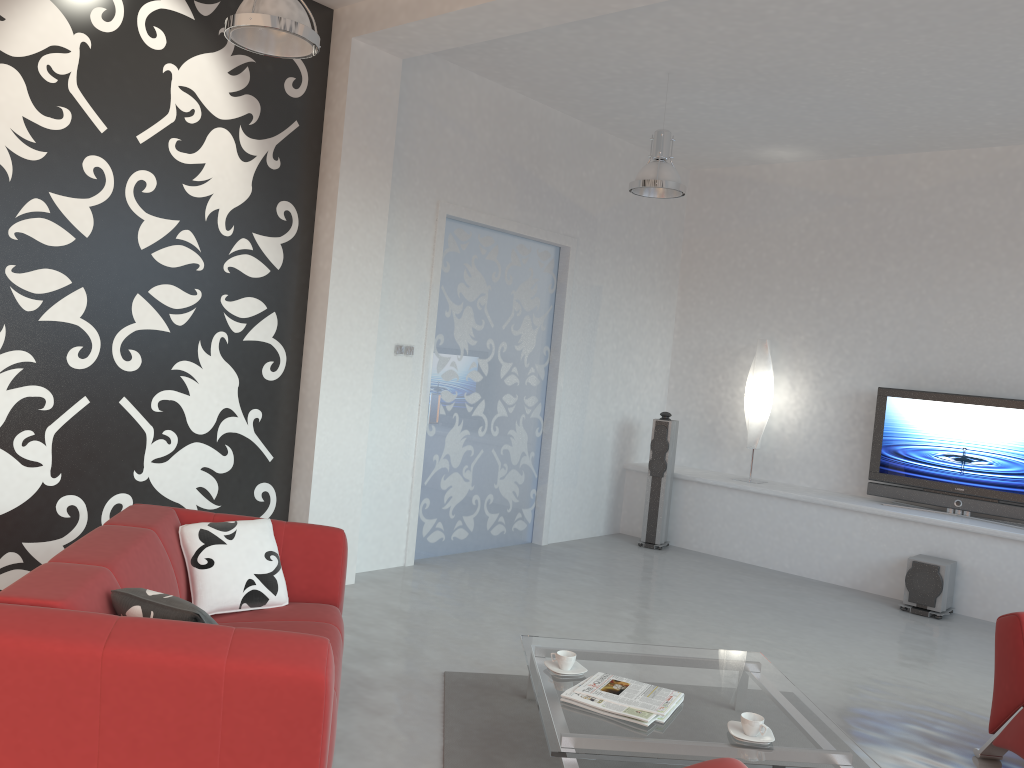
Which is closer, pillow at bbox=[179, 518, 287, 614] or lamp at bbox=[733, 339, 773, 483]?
pillow at bbox=[179, 518, 287, 614]

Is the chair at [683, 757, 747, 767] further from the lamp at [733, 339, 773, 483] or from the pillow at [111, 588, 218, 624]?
the lamp at [733, 339, 773, 483]

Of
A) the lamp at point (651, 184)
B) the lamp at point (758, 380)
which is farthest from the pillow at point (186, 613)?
the lamp at point (758, 380)

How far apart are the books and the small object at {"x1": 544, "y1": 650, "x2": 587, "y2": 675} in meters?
0.1 m

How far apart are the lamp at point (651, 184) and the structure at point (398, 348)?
1.8 meters

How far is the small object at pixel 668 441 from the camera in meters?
7.6

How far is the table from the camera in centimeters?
287cm

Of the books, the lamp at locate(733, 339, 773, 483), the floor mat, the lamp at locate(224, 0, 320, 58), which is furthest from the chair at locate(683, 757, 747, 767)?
the lamp at locate(733, 339, 773, 483)

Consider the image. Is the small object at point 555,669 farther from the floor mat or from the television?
the television

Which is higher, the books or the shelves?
the shelves
